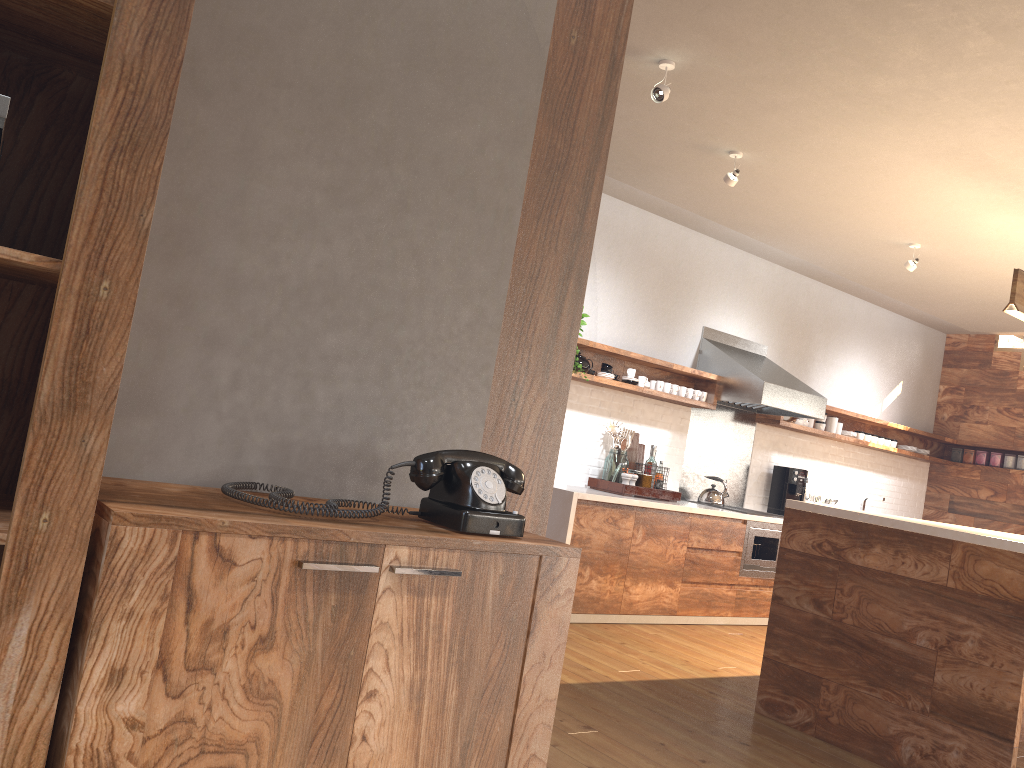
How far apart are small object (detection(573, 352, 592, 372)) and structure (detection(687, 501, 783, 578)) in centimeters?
165cm

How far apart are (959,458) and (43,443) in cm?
904

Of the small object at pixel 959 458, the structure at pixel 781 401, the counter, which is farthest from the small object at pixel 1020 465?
the counter

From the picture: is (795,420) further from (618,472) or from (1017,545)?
(1017,545)

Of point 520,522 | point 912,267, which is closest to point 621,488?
point 912,267

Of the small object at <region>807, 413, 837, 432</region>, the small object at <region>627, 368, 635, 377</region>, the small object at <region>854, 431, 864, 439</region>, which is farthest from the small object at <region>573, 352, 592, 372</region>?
the small object at <region>854, 431, 864, 439</region>

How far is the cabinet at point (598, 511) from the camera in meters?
5.4

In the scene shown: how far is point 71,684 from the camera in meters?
1.3 m

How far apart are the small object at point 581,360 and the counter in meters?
0.8

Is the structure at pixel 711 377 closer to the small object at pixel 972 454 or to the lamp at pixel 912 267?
the small object at pixel 972 454
